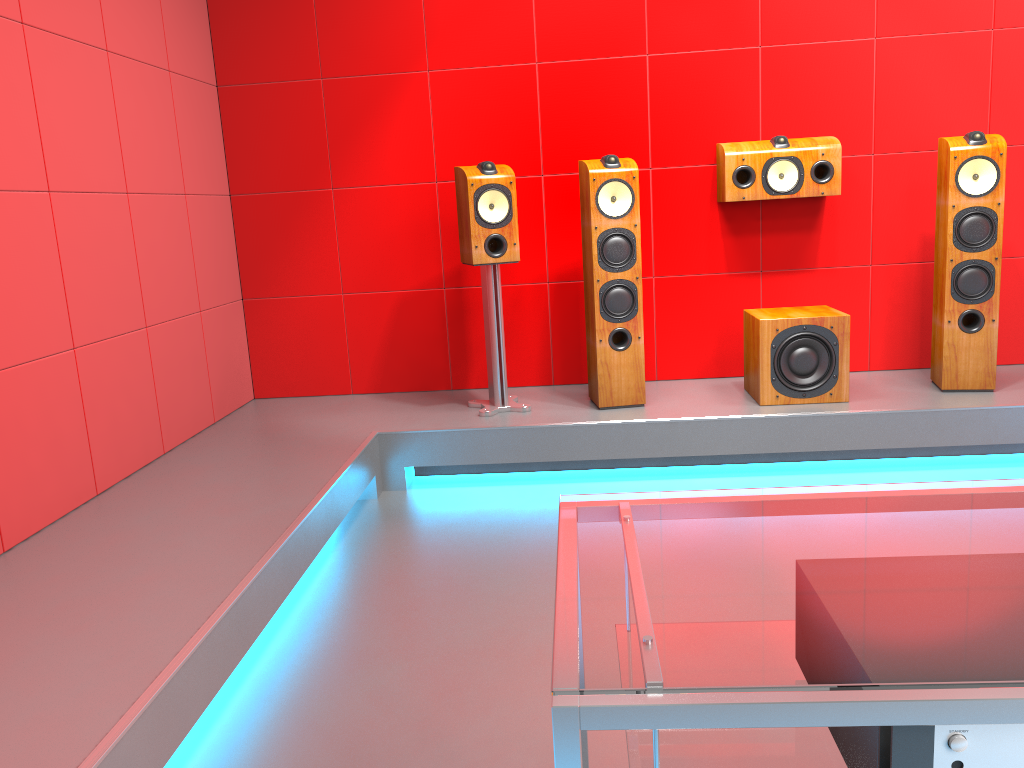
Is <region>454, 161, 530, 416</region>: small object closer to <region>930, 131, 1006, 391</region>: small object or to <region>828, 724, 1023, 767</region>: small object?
<region>930, 131, 1006, 391</region>: small object

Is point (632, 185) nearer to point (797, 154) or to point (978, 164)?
point (797, 154)

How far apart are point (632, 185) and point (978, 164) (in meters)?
1.36

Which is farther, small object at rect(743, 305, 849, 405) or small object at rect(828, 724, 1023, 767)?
small object at rect(743, 305, 849, 405)

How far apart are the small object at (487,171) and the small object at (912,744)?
2.8 meters

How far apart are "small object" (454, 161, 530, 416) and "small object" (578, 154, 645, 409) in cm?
30

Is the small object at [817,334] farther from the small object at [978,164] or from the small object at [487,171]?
the small object at [487,171]

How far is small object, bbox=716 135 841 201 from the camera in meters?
3.8

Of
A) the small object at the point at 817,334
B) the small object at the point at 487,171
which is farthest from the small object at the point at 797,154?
the small object at the point at 487,171

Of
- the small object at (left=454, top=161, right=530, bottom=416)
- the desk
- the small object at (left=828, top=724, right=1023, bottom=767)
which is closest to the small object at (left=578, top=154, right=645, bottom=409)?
the small object at (left=454, top=161, right=530, bottom=416)
